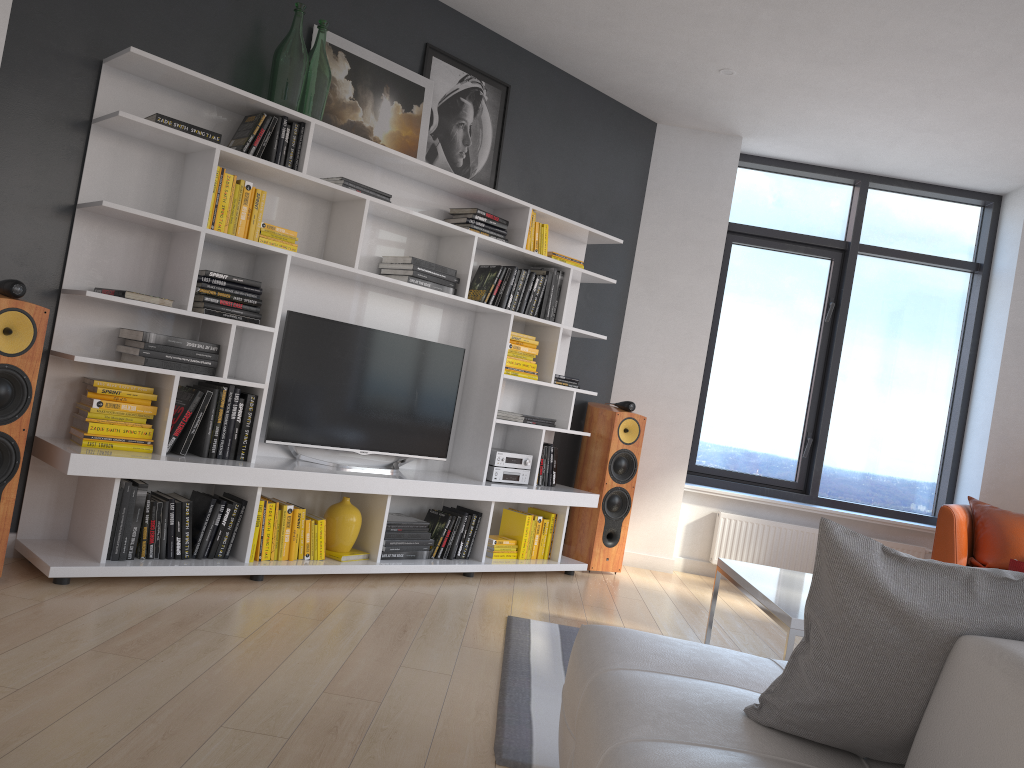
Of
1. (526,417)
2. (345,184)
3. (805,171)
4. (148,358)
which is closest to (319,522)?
(148,358)

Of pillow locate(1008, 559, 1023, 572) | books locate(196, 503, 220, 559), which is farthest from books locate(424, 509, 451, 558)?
pillow locate(1008, 559, 1023, 572)

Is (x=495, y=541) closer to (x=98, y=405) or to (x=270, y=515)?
(x=270, y=515)

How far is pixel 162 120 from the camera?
3.5 meters

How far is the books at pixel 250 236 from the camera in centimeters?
386cm

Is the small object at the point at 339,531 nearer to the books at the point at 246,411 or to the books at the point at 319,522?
the books at the point at 319,522

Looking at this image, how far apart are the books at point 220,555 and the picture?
1.9 meters

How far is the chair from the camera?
5.1m

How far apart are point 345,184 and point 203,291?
0.84m

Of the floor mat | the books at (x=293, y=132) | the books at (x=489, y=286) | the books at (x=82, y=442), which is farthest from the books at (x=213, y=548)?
the books at (x=489, y=286)
